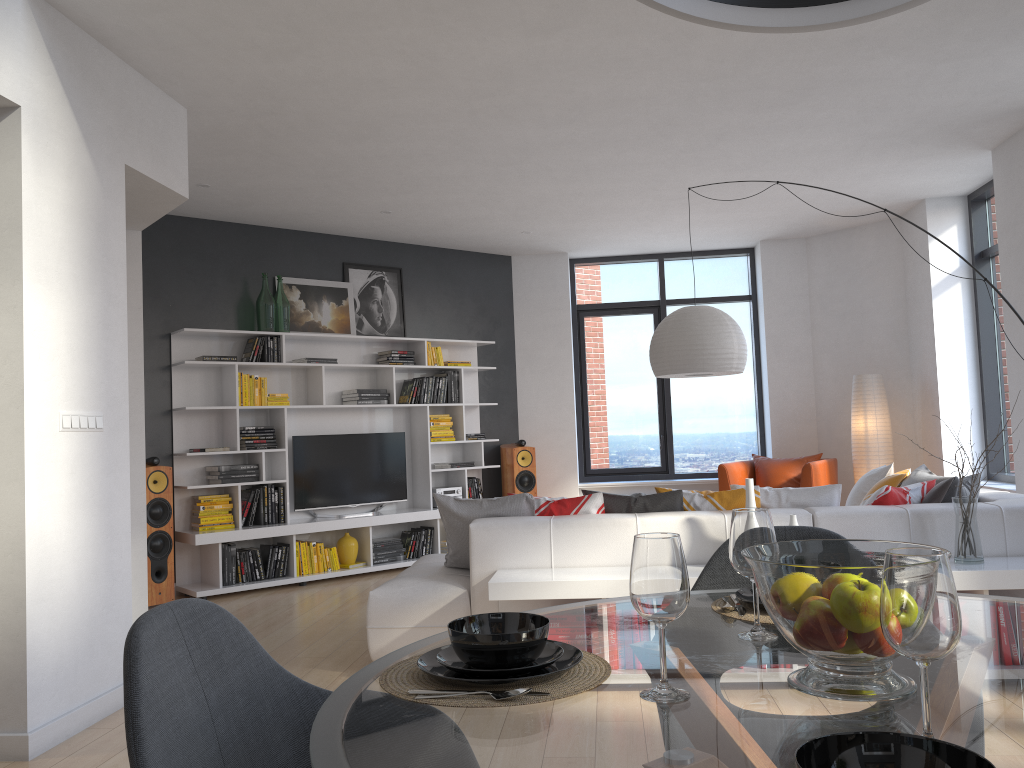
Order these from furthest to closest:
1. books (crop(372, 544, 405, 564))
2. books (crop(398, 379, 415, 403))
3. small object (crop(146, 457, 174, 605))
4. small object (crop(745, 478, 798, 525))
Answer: books (crop(398, 379, 415, 403)) → books (crop(372, 544, 405, 564)) → small object (crop(146, 457, 174, 605)) → small object (crop(745, 478, 798, 525))

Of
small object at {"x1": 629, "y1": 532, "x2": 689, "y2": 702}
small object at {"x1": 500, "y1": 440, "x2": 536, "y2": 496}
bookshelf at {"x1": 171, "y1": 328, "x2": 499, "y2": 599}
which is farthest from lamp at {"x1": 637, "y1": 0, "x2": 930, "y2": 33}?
small object at {"x1": 500, "y1": 440, "x2": 536, "y2": 496}

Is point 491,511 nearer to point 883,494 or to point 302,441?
point 883,494

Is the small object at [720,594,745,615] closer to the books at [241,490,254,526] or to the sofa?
the sofa

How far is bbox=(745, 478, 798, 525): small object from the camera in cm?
401

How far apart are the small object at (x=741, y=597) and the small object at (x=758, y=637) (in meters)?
0.20

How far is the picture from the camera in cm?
768

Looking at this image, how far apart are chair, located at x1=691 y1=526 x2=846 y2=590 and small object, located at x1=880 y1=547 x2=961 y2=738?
1.1 meters

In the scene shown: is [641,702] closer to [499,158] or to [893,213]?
[893,213]

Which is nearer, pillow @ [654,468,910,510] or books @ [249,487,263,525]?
pillow @ [654,468,910,510]
